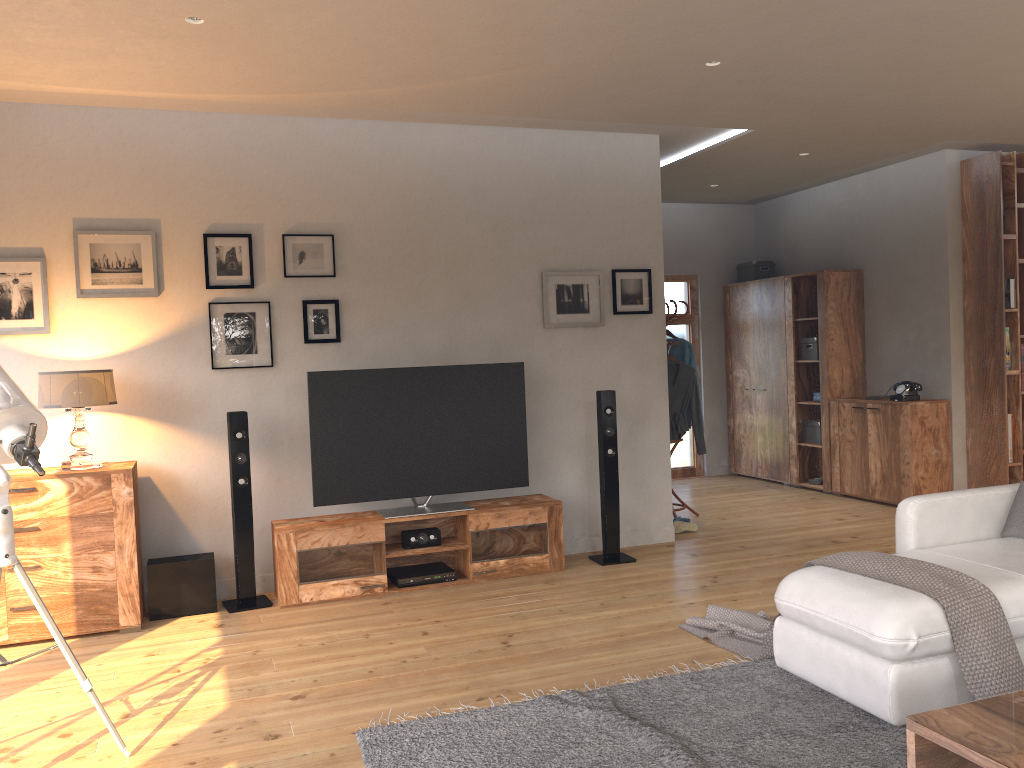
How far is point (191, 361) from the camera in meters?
5.1

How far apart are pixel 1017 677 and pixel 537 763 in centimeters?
164cm

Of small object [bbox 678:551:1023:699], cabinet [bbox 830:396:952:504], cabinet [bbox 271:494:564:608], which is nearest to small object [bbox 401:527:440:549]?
cabinet [bbox 271:494:564:608]

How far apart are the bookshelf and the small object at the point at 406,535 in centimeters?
399cm

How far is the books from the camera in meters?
6.7 m

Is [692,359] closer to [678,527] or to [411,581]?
[678,527]

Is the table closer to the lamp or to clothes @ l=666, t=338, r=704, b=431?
the lamp

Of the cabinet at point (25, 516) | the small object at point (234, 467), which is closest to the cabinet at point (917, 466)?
the small object at point (234, 467)

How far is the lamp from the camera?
4.4 meters

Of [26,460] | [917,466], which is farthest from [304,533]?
[917,466]
